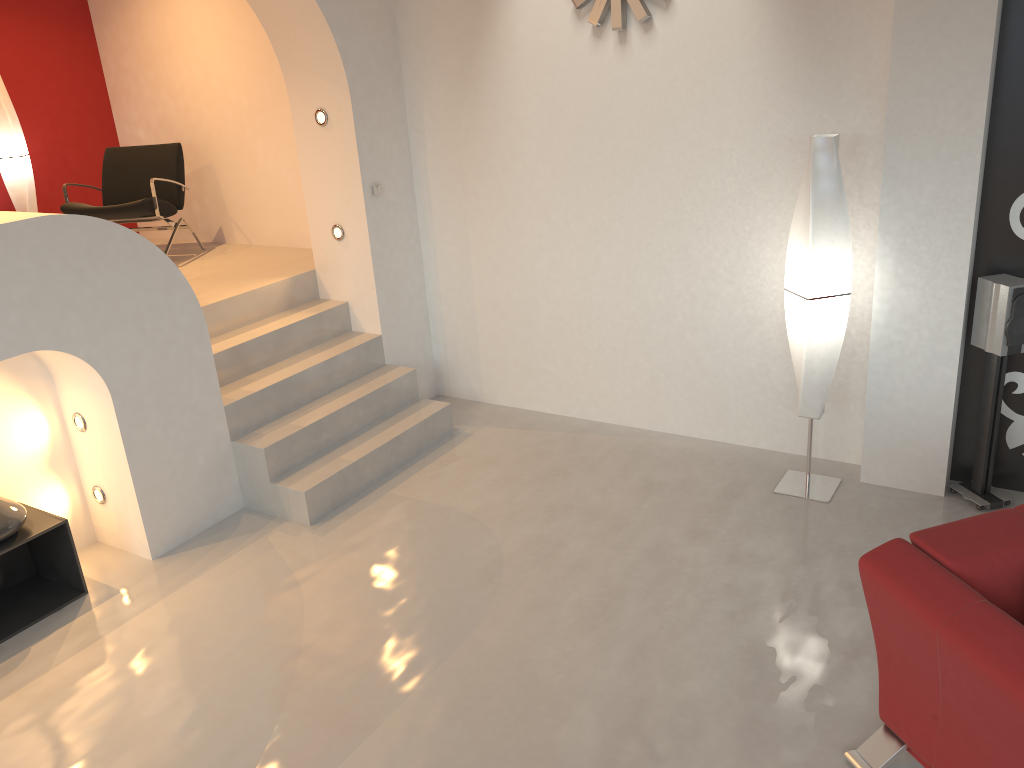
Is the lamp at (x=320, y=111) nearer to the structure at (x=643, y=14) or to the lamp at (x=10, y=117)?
the structure at (x=643, y=14)

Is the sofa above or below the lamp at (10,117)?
below

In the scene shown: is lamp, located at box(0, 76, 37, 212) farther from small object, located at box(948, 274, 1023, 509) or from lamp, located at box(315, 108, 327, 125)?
small object, located at box(948, 274, 1023, 509)

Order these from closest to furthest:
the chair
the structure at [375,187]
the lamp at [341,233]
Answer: the structure at [375,187], the lamp at [341,233], the chair

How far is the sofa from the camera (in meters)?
2.33

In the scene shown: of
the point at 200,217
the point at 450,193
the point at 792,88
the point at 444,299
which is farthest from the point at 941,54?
the point at 200,217

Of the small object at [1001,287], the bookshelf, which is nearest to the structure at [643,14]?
the small object at [1001,287]

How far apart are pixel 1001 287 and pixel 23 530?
4.5 meters

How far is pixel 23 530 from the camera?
4.0 meters

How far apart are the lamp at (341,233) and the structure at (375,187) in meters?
0.3
